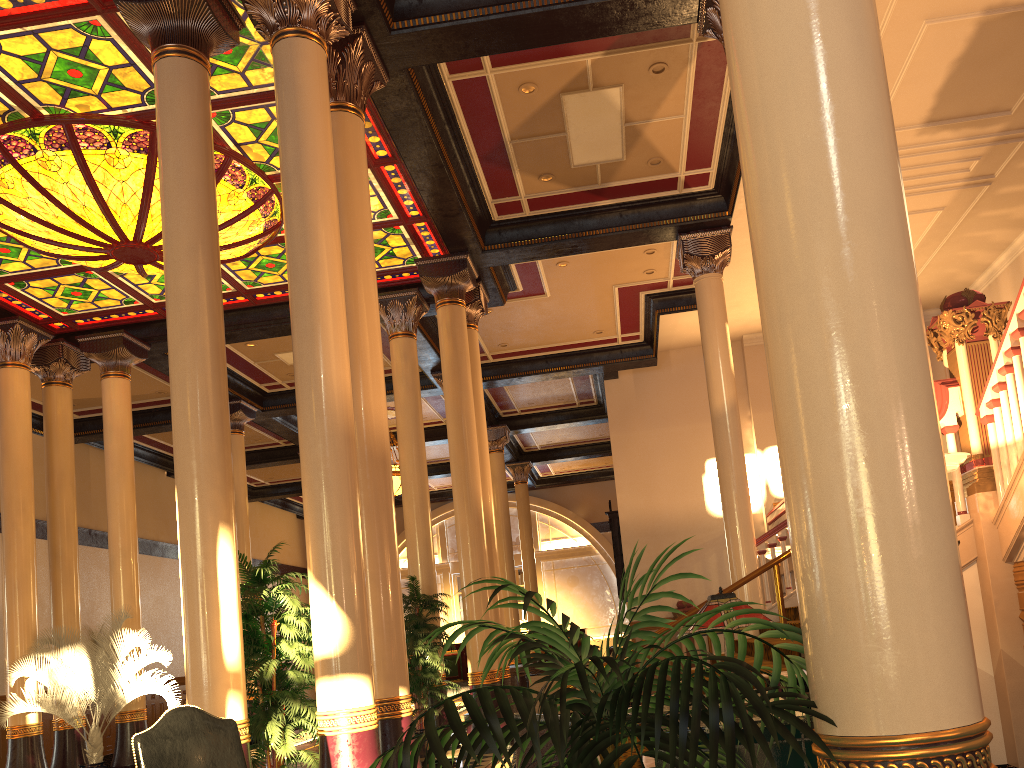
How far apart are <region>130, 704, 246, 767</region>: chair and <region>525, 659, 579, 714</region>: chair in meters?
9.6

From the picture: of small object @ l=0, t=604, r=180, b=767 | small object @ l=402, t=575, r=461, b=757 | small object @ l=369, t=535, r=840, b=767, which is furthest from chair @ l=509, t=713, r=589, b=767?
small object @ l=0, t=604, r=180, b=767

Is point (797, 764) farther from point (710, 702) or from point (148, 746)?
point (148, 746)

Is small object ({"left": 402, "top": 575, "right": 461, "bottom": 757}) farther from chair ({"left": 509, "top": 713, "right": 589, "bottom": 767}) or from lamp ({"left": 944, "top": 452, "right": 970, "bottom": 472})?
chair ({"left": 509, "top": 713, "right": 589, "bottom": 767})

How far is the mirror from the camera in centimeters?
1562cm

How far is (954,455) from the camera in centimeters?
500cm

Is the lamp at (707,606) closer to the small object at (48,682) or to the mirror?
the small object at (48,682)

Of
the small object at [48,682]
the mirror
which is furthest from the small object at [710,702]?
the mirror

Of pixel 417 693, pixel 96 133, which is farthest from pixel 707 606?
pixel 96 133

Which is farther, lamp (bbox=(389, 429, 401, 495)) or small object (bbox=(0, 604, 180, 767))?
lamp (bbox=(389, 429, 401, 495))
